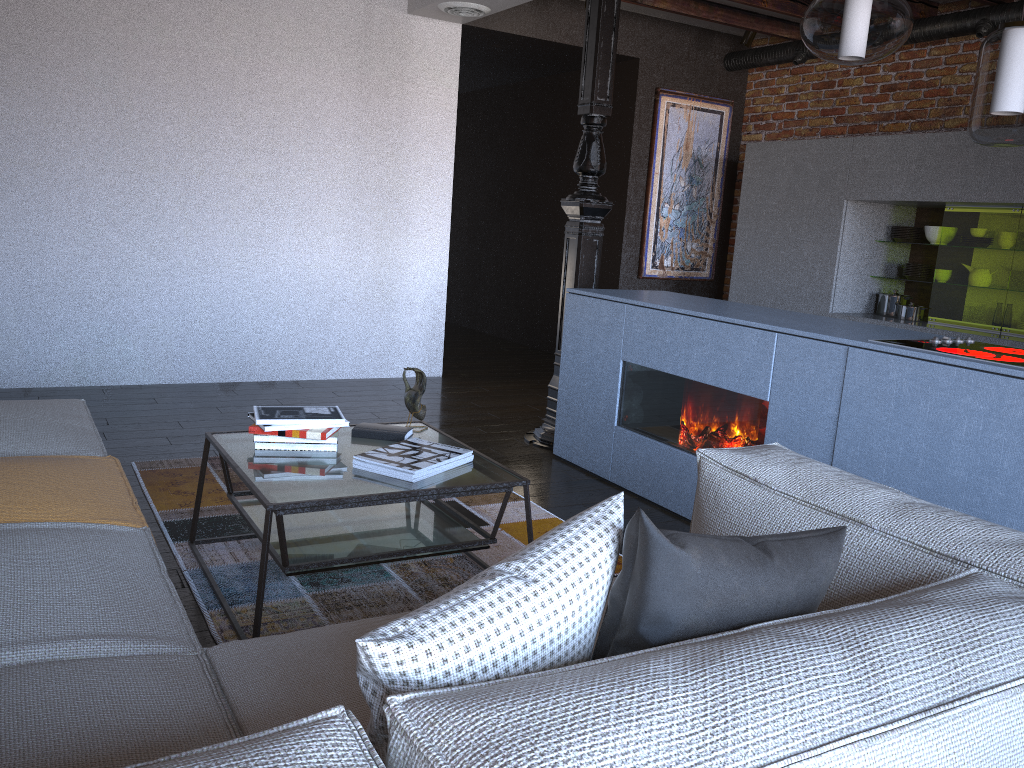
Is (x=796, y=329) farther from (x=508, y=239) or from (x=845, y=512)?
(x=508, y=239)

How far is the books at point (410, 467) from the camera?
2.49m

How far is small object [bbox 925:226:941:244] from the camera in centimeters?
553cm

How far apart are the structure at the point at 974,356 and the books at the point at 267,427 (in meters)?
1.96

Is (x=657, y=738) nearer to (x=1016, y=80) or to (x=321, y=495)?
(x=321, y=495)

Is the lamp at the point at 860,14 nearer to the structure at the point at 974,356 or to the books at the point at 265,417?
the structure at the point at 974,356

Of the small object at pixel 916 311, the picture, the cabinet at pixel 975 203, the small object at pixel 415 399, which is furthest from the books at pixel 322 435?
the picture

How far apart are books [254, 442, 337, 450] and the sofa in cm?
39

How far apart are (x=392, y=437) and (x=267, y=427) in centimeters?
42cm

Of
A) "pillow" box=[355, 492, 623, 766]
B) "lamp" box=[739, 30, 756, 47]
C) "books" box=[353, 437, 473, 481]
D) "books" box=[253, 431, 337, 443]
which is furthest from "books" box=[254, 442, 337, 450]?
"lamp" box=[739, 30, 756, 47]
